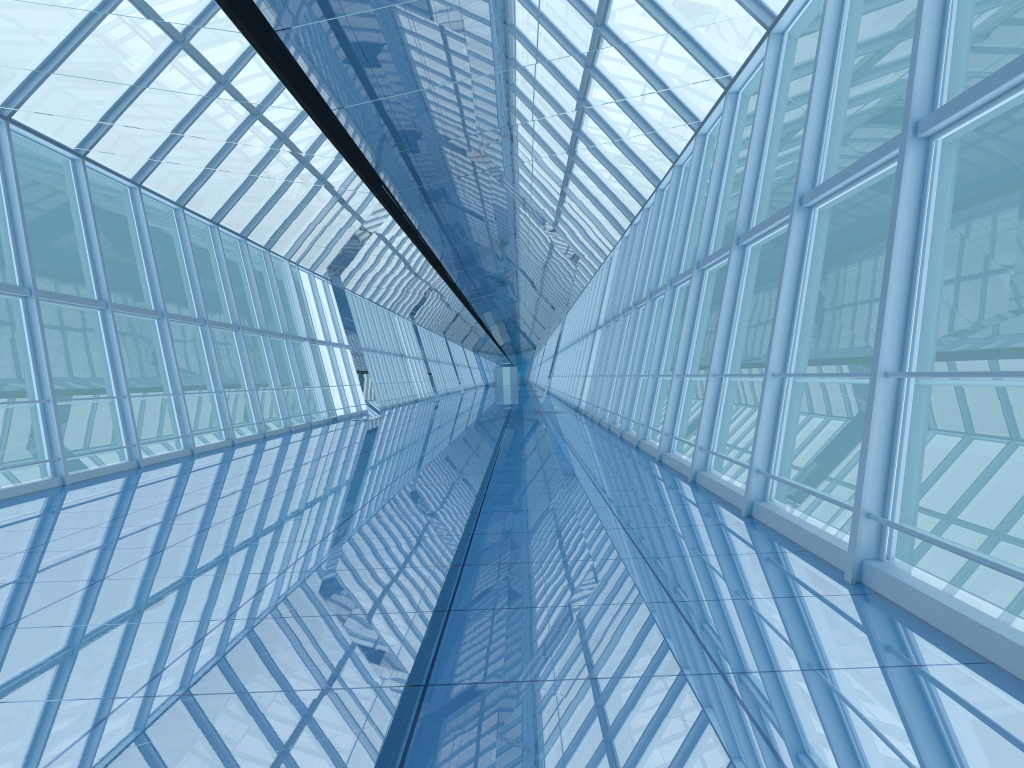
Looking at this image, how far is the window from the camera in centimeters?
454cm

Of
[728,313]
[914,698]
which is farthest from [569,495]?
[914,698]

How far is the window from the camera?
4.5m
